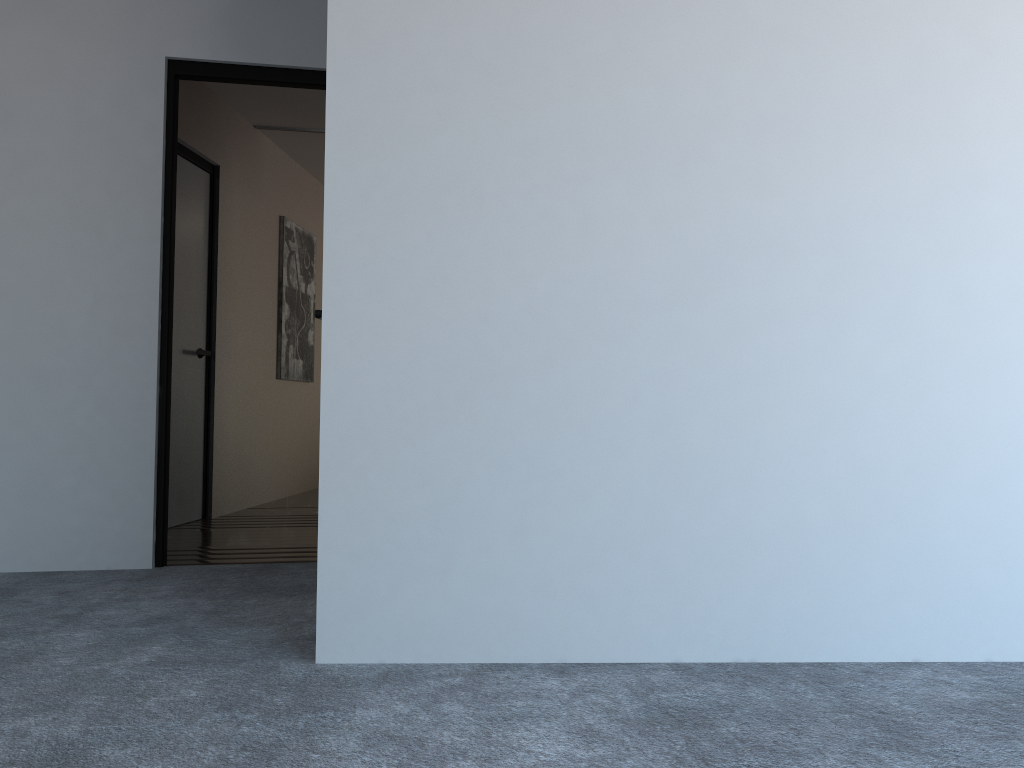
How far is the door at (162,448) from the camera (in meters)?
3.74

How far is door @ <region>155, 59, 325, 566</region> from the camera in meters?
3.7 m

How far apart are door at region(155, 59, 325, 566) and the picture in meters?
2.7 m

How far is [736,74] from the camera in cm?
228

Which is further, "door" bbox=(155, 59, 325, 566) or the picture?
the picture

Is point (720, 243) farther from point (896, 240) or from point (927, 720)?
point (927, 720)

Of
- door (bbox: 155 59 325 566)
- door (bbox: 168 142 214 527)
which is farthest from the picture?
door (bbox: 155 59 325 566)

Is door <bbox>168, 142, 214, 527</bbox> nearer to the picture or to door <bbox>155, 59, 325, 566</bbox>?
the picture

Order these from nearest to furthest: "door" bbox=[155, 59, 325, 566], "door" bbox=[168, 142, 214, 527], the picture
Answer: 1. "door" bbox=[155, 59, 325, 566]
2. "door" bbox=[168, 142, 214, 527]
3. the picture

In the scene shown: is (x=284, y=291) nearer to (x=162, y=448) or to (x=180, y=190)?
(x=180, y=190)
